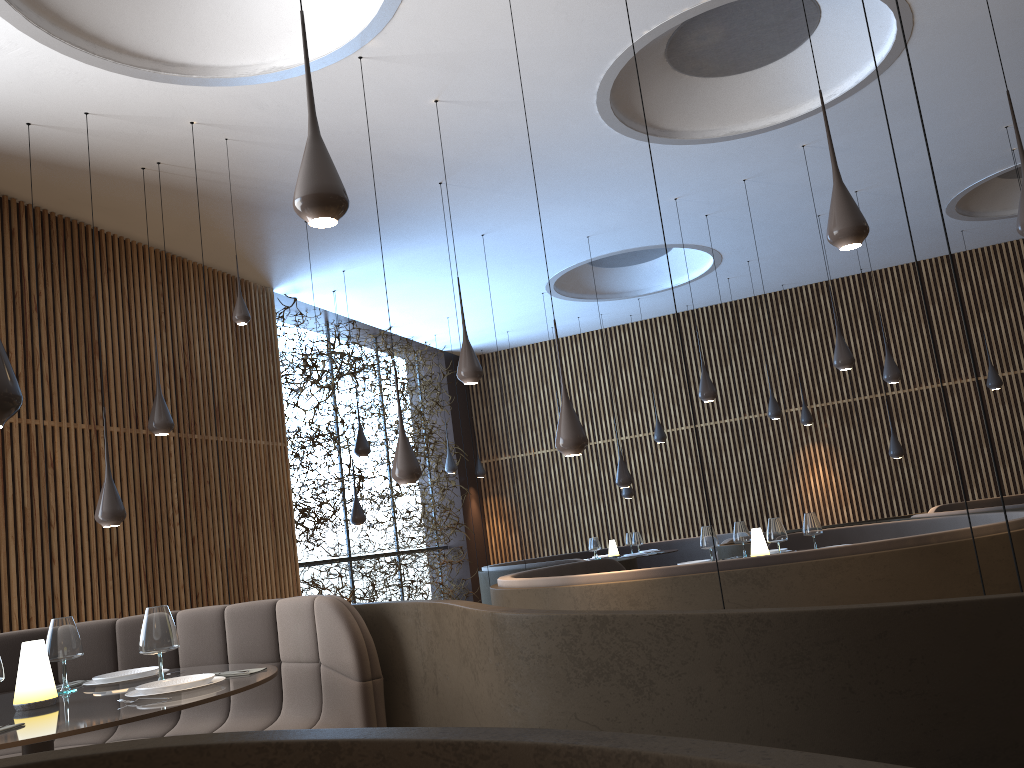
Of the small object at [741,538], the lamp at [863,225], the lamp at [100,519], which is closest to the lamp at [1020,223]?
the lamp at [863,225]

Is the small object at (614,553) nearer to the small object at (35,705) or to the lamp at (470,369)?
the lamp at (470,369)

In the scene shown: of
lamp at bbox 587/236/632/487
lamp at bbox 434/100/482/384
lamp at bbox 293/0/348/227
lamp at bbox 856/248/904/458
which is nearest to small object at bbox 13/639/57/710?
lamp at bbox 293/0/348/227

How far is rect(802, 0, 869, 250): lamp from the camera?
4.19m

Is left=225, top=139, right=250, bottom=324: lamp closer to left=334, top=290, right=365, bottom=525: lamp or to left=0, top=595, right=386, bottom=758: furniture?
left=0, top=595, right=386, bottom=758: furniture

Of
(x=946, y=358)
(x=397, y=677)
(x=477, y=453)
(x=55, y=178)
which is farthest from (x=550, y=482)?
(x=397, y=677)

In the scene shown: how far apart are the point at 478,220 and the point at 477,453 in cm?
659

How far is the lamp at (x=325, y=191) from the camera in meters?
3.0

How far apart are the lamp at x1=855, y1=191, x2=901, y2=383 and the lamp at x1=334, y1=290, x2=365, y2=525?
6.20m

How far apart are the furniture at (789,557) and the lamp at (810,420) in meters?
5.5 m
